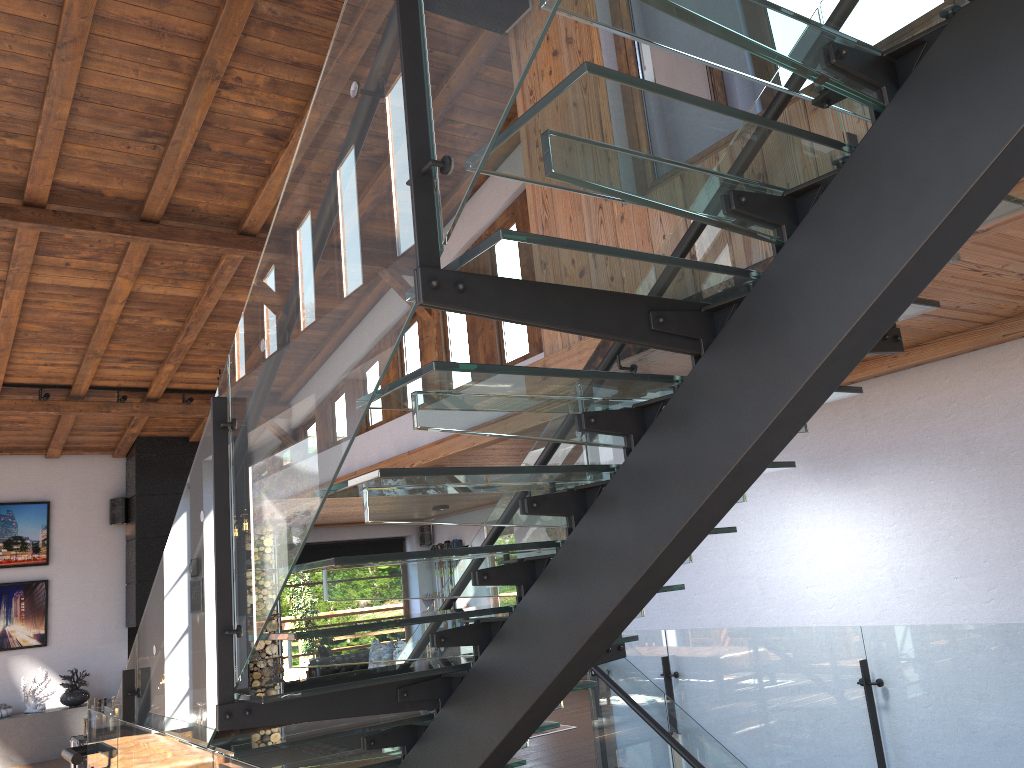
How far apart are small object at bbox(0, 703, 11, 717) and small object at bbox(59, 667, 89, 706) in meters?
0.6 m

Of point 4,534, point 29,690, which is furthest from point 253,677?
point 4,534

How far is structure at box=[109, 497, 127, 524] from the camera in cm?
1189

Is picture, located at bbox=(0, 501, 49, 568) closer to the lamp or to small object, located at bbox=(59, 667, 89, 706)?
small object, located at bbox=(59, 667, 89, 706)

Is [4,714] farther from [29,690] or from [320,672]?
[320,672]

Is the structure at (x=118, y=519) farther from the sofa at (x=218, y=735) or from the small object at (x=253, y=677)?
the sofa at (x=218, y=735)

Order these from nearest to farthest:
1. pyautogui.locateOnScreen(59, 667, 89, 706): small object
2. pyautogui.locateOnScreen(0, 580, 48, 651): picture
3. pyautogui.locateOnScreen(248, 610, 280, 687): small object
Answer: pyautogui.locateOnScreen(59, 667, 89, 706): small object
pyautogui.locateOnScreen(0, 580, 48, 651): picture
pyautogui.locateOnScreen(248, 610, 280, 687): small object

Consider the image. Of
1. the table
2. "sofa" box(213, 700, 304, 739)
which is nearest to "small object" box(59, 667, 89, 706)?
the table

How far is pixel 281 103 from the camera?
6.5 meters

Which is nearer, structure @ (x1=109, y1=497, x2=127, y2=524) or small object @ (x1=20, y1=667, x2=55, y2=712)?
small object @ (x1=20, y1=667, x2=55, y2=712)
